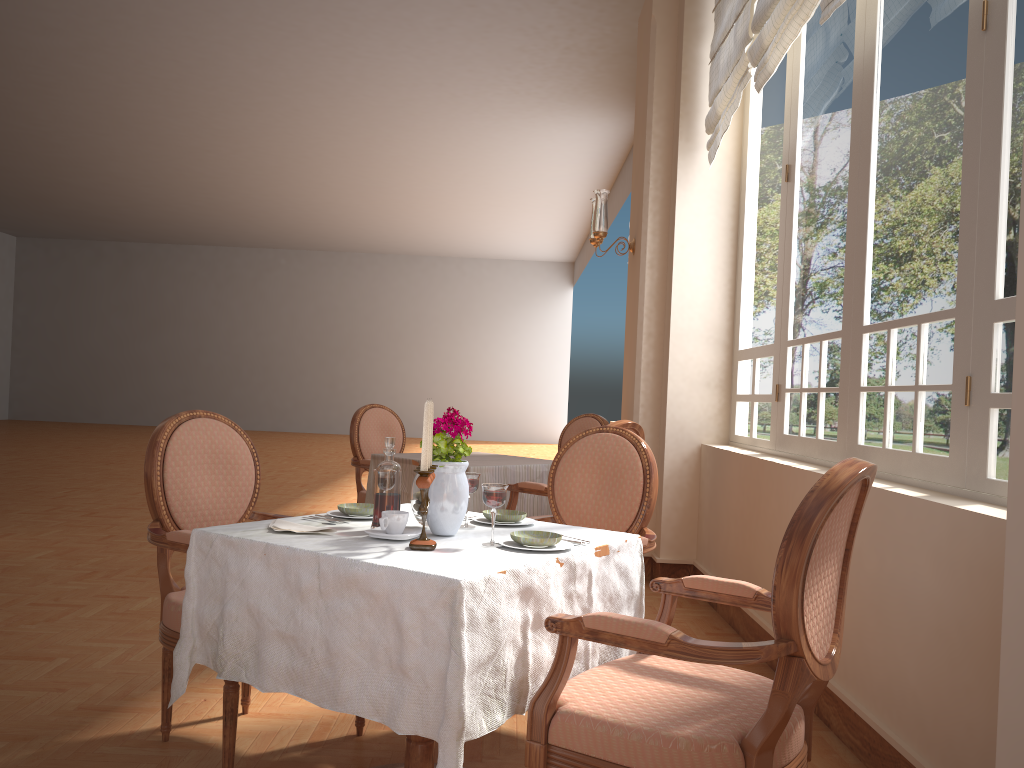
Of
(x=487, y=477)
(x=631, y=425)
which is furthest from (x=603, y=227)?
(x=487, y=477)

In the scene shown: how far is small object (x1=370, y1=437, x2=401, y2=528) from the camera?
2.09m

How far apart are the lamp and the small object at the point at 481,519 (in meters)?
3.17

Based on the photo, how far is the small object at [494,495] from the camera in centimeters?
195cm

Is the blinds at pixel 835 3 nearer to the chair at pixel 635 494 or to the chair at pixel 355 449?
the chair at pixel 635 494

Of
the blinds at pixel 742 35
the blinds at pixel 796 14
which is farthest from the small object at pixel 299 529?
the blinds at pixel 742 35

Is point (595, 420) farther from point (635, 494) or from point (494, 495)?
point (494, 495)

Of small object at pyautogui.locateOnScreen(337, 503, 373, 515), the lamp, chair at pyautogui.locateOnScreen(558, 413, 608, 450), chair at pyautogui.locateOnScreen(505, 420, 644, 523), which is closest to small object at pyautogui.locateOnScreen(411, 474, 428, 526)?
small object at pyautogui.locateOnScreen(337, 503, 373, 515)

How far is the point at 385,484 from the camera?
2.09m

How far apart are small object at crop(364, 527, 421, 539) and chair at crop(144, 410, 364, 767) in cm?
57
